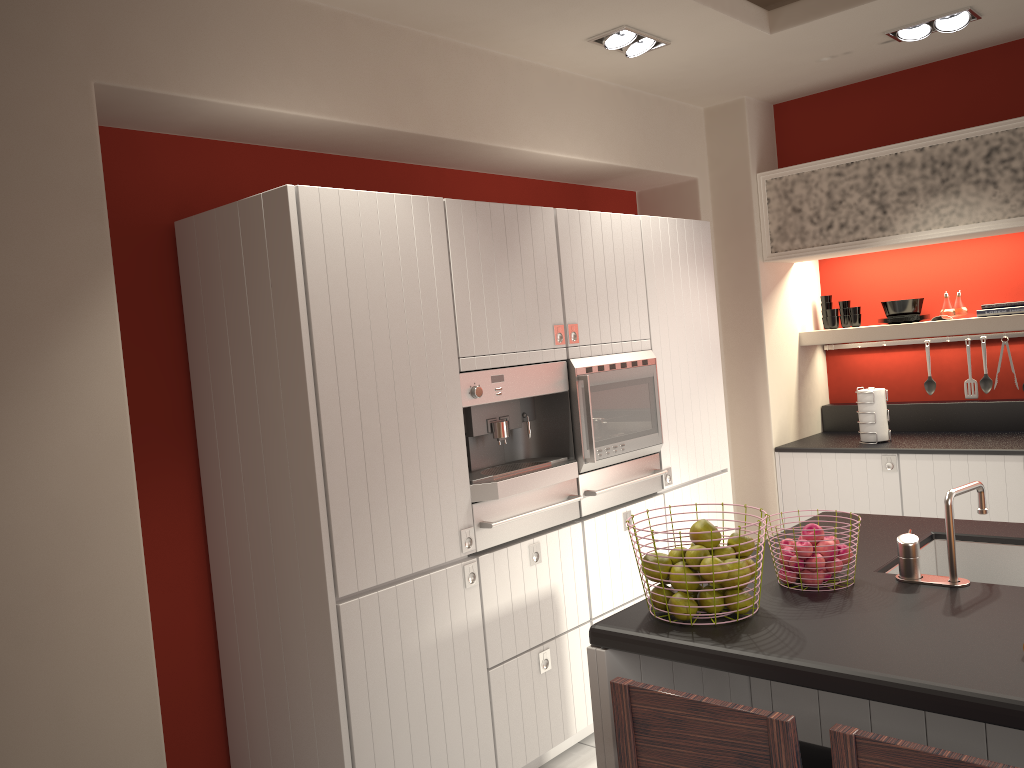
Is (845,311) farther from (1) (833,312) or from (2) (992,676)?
(2) (992,676)

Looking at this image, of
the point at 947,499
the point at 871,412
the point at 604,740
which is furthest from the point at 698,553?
the point at 871,412

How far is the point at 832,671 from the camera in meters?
1.8

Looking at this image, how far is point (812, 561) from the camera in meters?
2.2

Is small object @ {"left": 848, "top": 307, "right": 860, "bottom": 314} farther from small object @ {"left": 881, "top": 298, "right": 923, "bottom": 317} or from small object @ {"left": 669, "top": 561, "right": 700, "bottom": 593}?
small object @ {"left": 669, "top": 561, "right": 700, "bottom": 593}

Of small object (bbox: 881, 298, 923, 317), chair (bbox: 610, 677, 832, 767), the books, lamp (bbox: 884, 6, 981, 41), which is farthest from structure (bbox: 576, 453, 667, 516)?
lamp (bbox: 884, 6, 981, 41)

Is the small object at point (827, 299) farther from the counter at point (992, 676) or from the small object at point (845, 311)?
the counter at point (992, 676)

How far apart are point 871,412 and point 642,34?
2.4 meters

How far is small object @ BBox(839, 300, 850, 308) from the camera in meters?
5.4 m

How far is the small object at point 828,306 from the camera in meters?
5.5 m
